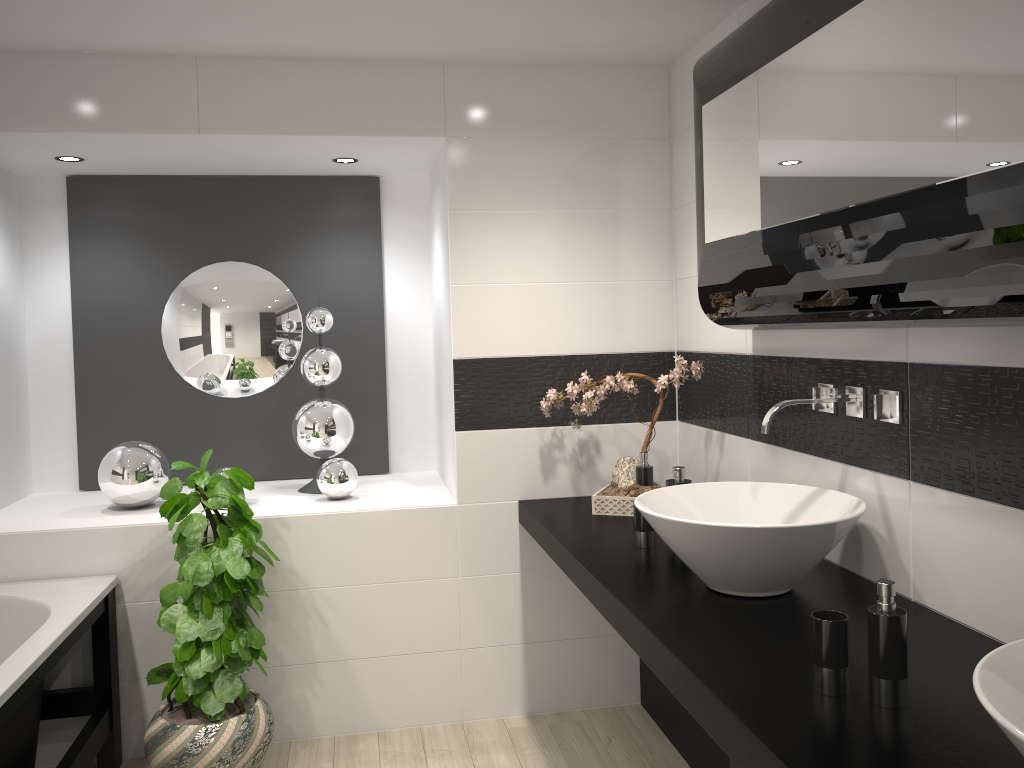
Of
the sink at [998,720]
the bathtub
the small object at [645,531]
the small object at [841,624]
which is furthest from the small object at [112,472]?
the sink at [998,720]

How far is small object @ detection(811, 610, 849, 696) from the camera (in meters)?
1.56

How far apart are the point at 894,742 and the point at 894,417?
0.9 meters

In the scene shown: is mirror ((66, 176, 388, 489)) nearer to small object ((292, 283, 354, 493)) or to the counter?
small object ((292, 283, 354, 493))

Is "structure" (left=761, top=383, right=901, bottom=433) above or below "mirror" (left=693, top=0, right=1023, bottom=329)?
below

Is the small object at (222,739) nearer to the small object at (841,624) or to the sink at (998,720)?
the small object at (841,624)

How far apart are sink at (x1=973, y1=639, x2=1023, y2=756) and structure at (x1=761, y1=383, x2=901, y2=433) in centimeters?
94cm

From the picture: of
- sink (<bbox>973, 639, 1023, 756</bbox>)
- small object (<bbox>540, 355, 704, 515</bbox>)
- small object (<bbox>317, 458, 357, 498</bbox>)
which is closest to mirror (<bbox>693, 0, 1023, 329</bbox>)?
small object (<bbox>540, 355, 704, 515</bbox>)

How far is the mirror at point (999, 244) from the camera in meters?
1.4 m

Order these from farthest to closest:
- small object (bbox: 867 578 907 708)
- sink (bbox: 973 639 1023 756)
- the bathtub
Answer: the bathtub → small object (bbox: 867 578 907 708) → sink (bbox: 973 639 1023 756)
